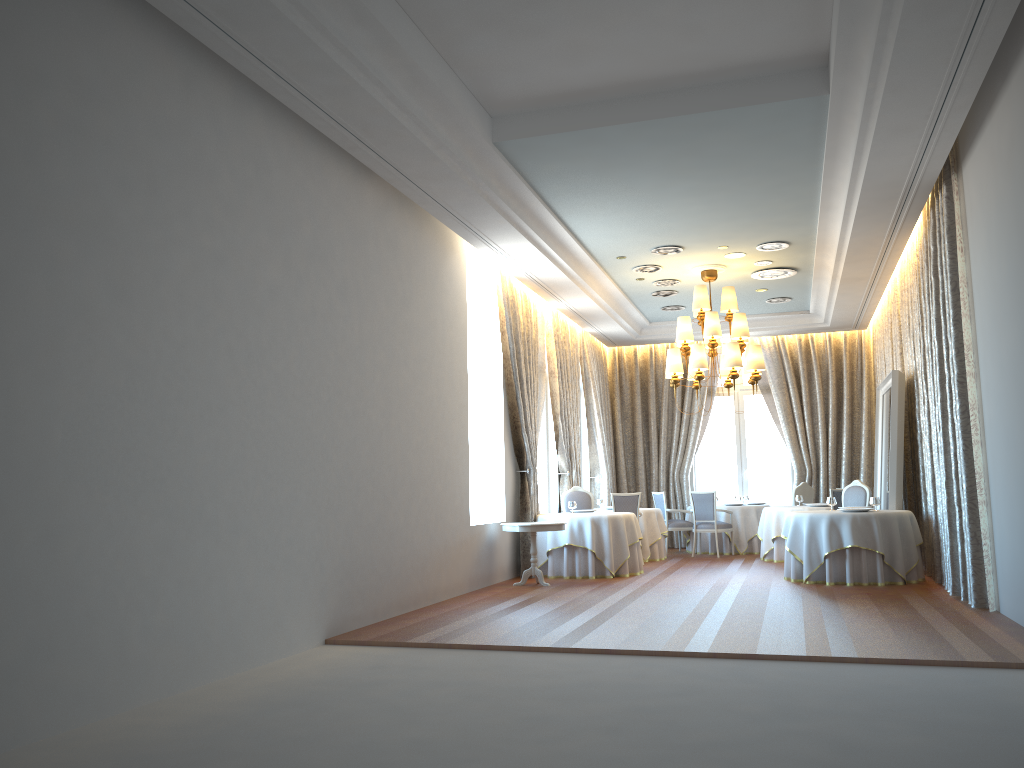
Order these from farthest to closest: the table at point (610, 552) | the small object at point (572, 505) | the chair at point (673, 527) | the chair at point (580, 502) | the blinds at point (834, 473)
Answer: the blinds at point (834, 473)
the chair at point (673, 527)
the chair at point (580, 502)
the small object at point (572, 505)
the table at point (610, 552)

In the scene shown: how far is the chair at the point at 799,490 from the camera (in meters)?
15.19

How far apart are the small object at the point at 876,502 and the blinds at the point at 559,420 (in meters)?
5.06

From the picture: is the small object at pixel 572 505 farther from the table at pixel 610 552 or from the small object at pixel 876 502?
the small object at pixel 876 502

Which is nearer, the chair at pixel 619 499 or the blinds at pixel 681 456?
the chair at pixel 619 499

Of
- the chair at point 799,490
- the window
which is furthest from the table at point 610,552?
the window

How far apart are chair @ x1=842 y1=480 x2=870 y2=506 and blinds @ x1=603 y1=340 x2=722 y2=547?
5.1 meters

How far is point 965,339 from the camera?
8.30m

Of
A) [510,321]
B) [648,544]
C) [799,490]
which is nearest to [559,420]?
[648,544]

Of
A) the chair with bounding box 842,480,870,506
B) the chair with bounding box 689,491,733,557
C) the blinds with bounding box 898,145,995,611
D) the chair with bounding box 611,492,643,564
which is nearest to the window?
the chair with bounding box 689,491,733,557
